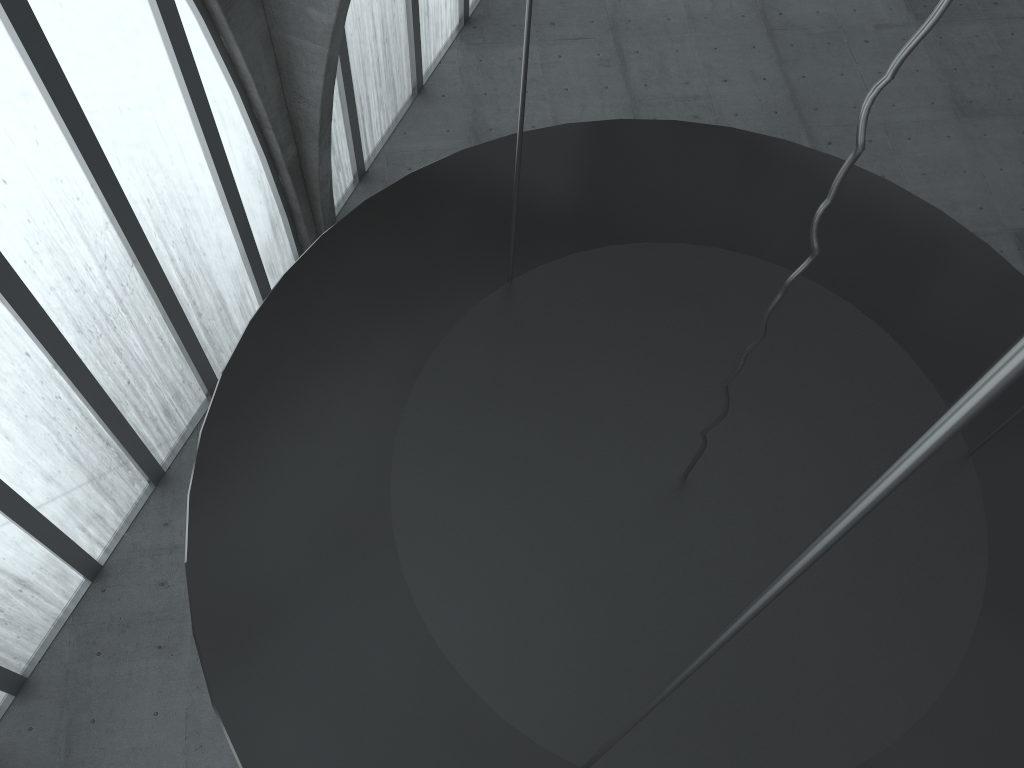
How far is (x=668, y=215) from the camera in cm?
1081

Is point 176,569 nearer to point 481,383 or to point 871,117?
point 481,383
